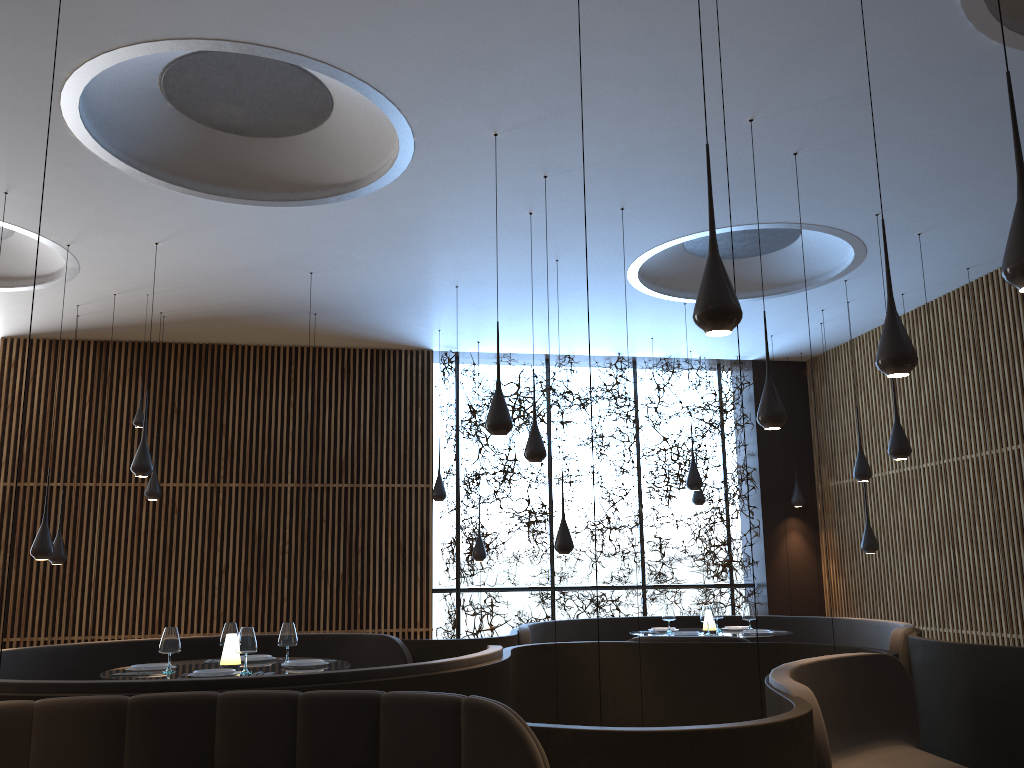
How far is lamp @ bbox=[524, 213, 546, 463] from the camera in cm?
736

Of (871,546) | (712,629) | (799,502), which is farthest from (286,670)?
(799,502)

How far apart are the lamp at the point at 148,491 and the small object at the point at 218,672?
5.02m

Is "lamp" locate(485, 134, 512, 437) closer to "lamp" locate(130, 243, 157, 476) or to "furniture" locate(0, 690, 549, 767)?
"furniture" locate(0, 690, 549, 767)

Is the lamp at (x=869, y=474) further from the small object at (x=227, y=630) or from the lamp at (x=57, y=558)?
the lamp at (x=57, y=558)

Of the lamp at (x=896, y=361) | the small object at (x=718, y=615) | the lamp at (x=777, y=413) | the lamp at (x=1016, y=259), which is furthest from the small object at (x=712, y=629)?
the lamp at (x=1016, y=259)

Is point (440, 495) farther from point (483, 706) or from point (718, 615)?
point (483, 706)

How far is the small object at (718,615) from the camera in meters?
9.6

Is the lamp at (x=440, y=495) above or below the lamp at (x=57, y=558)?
above

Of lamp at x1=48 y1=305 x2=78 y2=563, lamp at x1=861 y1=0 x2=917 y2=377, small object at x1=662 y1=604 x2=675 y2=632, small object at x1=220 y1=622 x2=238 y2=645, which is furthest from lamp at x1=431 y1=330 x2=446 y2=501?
lamp at x1=861 y1=0 x2=917 y2=377
